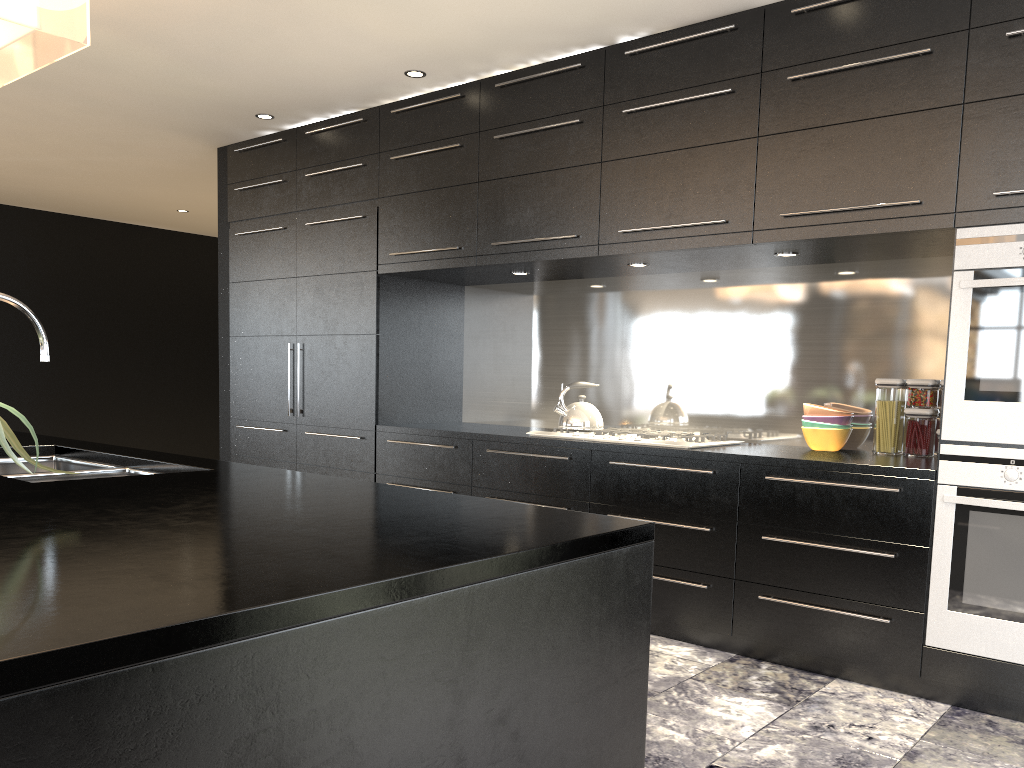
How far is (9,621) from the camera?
0.8m

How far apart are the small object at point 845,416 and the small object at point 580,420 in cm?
94

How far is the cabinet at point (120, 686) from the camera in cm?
79

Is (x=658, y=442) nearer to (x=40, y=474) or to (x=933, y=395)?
(x=933, y=395)

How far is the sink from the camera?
2.25m

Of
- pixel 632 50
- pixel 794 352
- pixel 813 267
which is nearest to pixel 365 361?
pixel 632 50

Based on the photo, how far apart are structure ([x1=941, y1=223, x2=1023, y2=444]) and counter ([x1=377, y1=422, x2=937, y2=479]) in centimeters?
13cm

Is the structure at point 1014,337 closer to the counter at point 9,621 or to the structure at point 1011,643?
the structure at point 1011,643

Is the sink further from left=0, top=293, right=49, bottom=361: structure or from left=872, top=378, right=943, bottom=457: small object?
left=872, top=378, right=943, bottom=457: small object

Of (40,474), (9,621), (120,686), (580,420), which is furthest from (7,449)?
(580,420)
